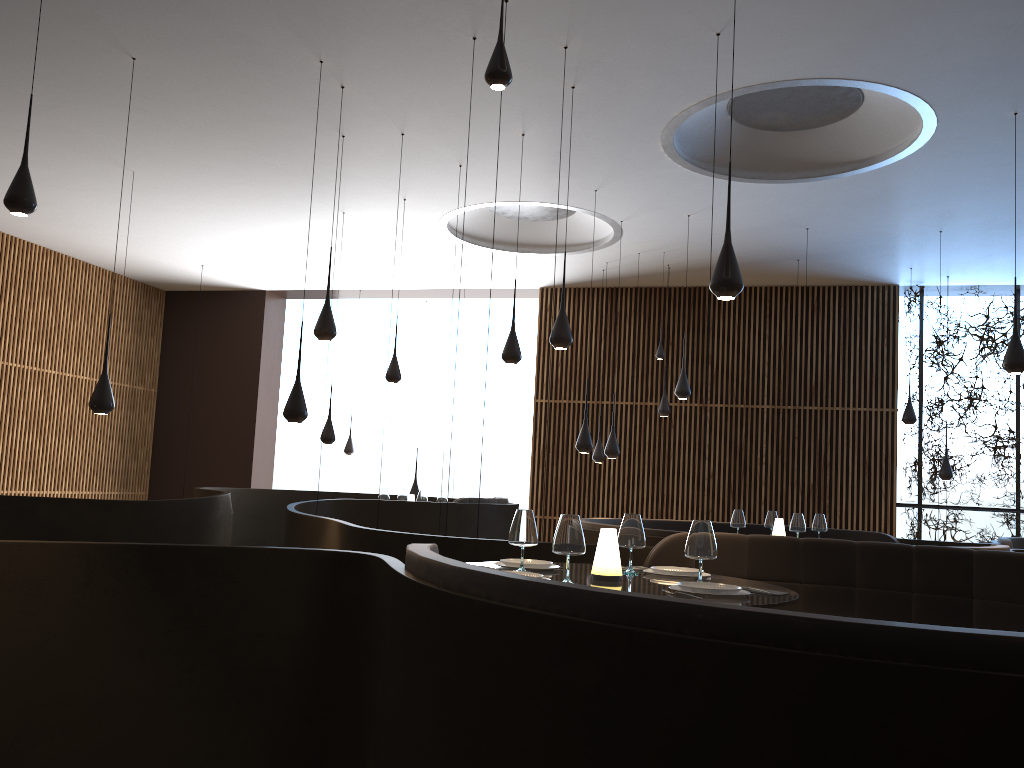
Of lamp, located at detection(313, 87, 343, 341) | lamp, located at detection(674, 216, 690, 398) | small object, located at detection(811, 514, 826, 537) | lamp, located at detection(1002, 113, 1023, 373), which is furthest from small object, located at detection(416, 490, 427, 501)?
lamp, located at detection(1002, 113, 1023, 373)

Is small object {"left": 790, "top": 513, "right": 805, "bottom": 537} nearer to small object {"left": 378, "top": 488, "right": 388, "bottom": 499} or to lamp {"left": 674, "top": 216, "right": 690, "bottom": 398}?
lamp {"left": 674, "top": 216, "right": 690, "bottom": 398}

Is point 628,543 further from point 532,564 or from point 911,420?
point 911,420

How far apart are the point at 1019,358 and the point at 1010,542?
3.6 meters

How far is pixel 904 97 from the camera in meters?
7.4

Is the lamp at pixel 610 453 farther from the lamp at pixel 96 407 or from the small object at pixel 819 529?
the lamp at pixel 96 407

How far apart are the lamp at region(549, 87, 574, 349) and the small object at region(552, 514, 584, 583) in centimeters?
358cm

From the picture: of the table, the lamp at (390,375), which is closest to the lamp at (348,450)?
the lamp at (390,375)

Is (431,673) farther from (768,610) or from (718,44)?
(718,44)

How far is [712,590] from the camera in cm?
354
